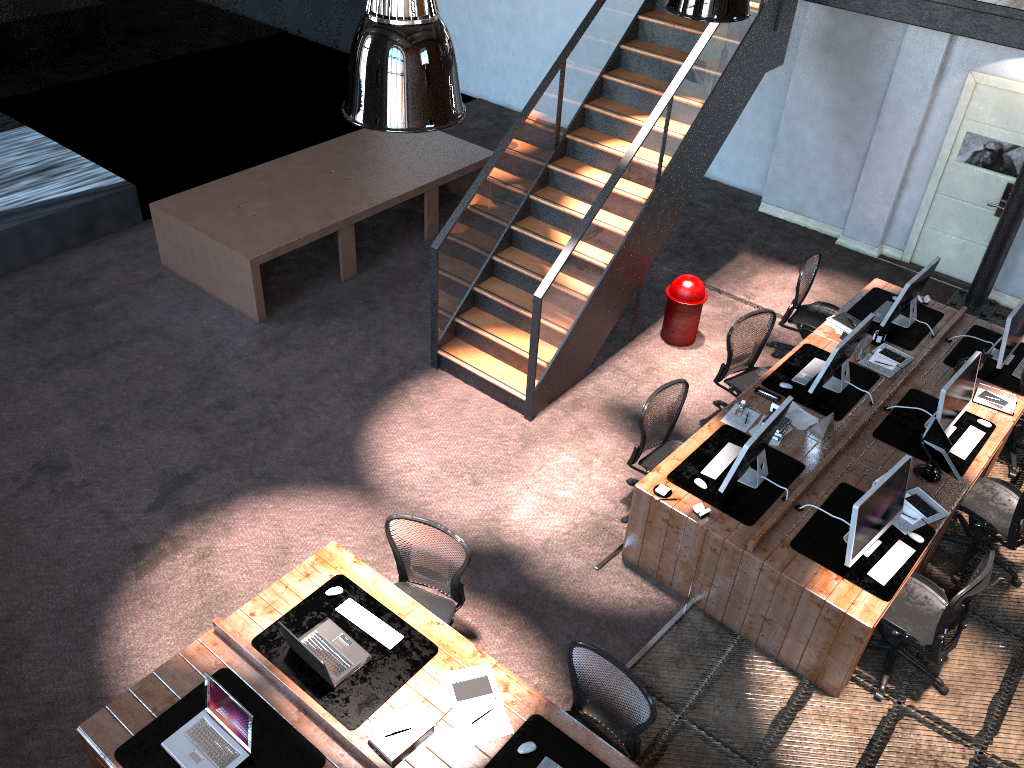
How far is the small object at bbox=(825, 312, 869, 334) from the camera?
7.9m

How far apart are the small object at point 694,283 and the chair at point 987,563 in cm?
343

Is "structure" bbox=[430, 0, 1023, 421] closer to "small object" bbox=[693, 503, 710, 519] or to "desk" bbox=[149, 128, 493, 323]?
"desk" bbox=[149, 128, 493, 323]

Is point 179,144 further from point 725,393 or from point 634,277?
point 725,393

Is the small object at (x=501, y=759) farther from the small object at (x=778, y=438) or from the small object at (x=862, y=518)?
the small object at (x=778, y=438)

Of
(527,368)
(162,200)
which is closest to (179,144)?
(162,200)

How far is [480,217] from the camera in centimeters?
796cm

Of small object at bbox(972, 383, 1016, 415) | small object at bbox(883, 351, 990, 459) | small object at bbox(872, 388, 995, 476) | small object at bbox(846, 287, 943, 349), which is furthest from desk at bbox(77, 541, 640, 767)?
small object at bbox(846, 287, 943, 349)

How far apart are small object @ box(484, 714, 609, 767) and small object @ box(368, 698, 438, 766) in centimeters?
34cm

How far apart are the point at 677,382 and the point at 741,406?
0.6m
